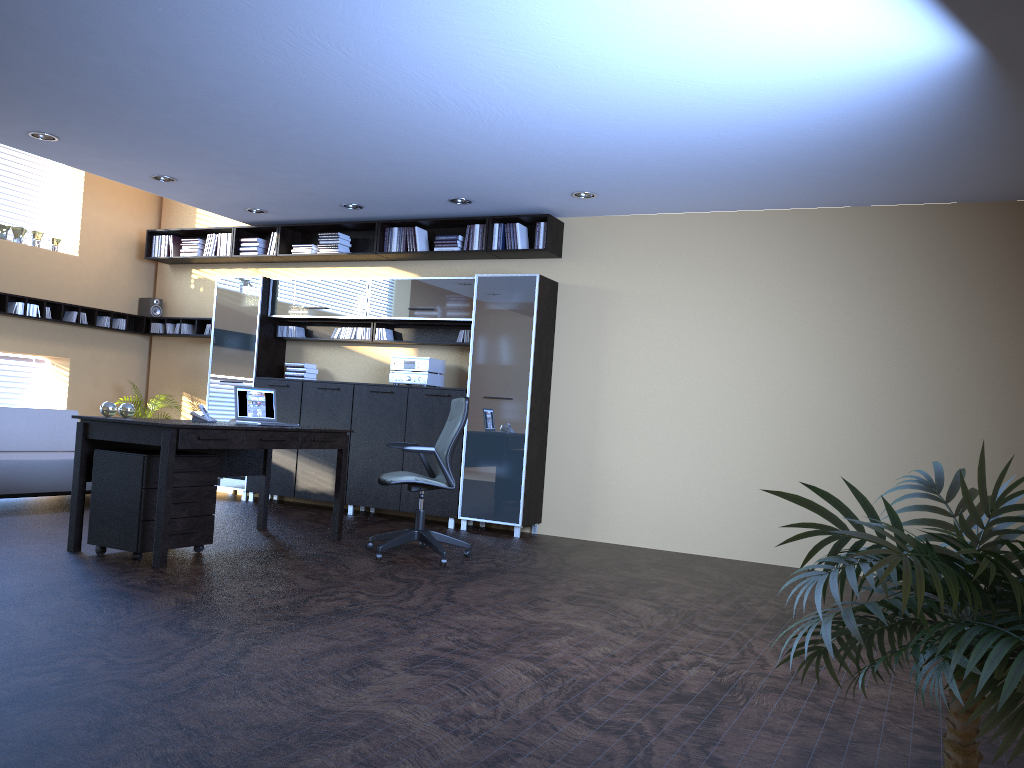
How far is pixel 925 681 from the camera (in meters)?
1.47

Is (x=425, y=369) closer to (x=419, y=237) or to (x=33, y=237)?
(x=419, y=237)

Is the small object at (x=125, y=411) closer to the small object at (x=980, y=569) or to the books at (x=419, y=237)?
the books at (x=419, y=237)

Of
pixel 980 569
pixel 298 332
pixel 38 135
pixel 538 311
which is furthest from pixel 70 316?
pixel 980 569

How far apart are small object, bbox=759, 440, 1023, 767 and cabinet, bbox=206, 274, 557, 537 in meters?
6.1

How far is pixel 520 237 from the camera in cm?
837

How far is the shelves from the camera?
9.22m

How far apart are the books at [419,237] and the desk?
2.6m

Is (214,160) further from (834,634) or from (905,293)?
(834,634)

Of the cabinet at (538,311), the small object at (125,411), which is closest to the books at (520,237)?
the cabinet at (538,311)
